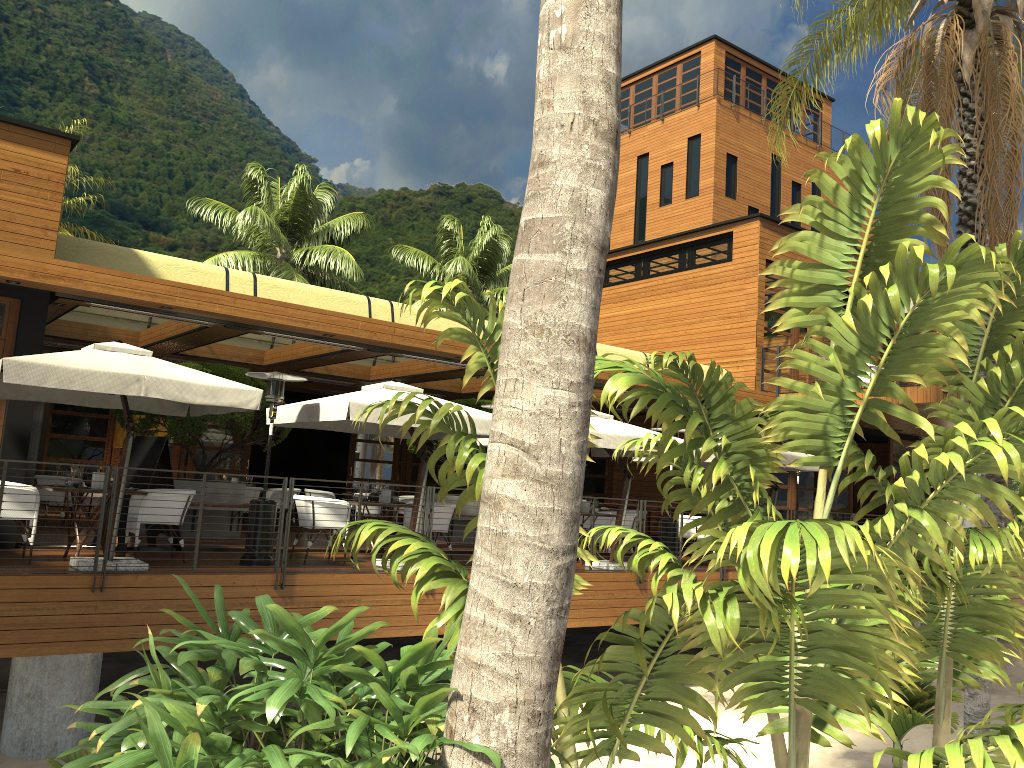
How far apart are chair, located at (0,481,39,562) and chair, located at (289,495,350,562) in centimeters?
288cm

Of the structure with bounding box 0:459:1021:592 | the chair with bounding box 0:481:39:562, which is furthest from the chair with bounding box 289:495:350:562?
the chair with bounding box 0:481:39:562

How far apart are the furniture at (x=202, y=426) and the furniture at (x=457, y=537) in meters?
2.9 m

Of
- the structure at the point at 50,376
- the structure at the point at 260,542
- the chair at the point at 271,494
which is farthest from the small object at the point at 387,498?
the chair at the point at 271,494

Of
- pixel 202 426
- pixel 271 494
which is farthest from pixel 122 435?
pixel 202 426

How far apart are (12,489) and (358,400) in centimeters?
352cm

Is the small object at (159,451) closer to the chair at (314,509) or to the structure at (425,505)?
the chair at (314,509)

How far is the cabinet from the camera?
19.0 meters

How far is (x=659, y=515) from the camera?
19.0 meters

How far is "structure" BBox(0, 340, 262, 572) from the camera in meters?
8.0
